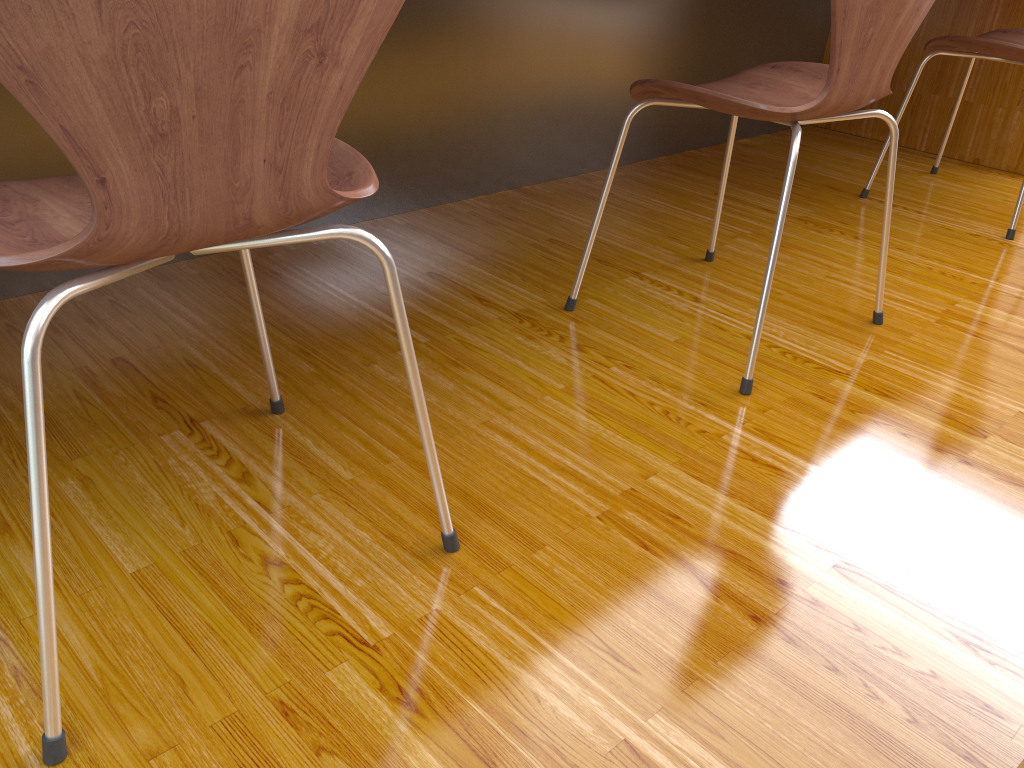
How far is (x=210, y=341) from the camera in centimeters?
135cm

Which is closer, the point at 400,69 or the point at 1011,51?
the point at 400,69

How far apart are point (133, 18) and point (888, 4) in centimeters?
100cm

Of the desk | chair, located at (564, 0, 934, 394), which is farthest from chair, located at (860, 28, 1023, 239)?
A: chair, located at (564, 0, 934, 394)

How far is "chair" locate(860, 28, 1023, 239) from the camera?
1.93m

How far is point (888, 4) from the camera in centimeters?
117cm

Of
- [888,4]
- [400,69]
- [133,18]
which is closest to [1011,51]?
[888,4]

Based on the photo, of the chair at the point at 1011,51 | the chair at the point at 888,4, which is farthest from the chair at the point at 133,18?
the chair at the point at 1011,51

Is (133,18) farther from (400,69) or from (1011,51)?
(1011,51)

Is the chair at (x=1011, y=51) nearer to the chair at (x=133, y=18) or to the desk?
the desk
